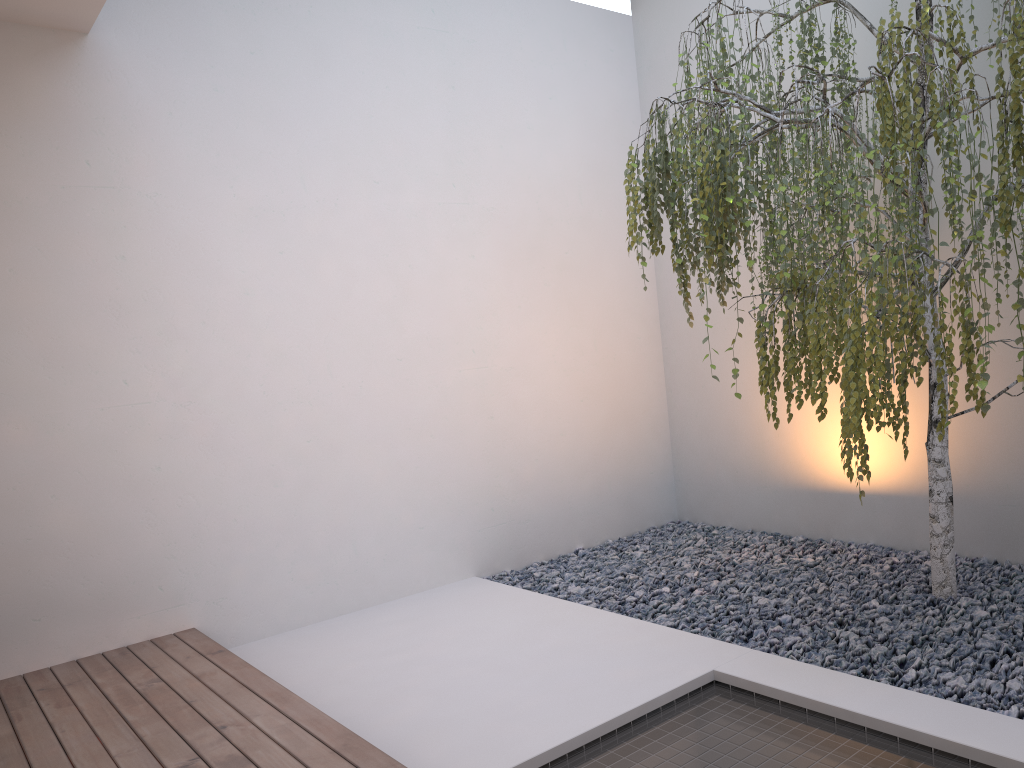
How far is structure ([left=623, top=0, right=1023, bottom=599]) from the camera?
2.3m

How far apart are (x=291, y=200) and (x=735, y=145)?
2.3m

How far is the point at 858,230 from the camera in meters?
2.3

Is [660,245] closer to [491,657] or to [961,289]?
[491,657]

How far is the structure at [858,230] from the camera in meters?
2.3 m
